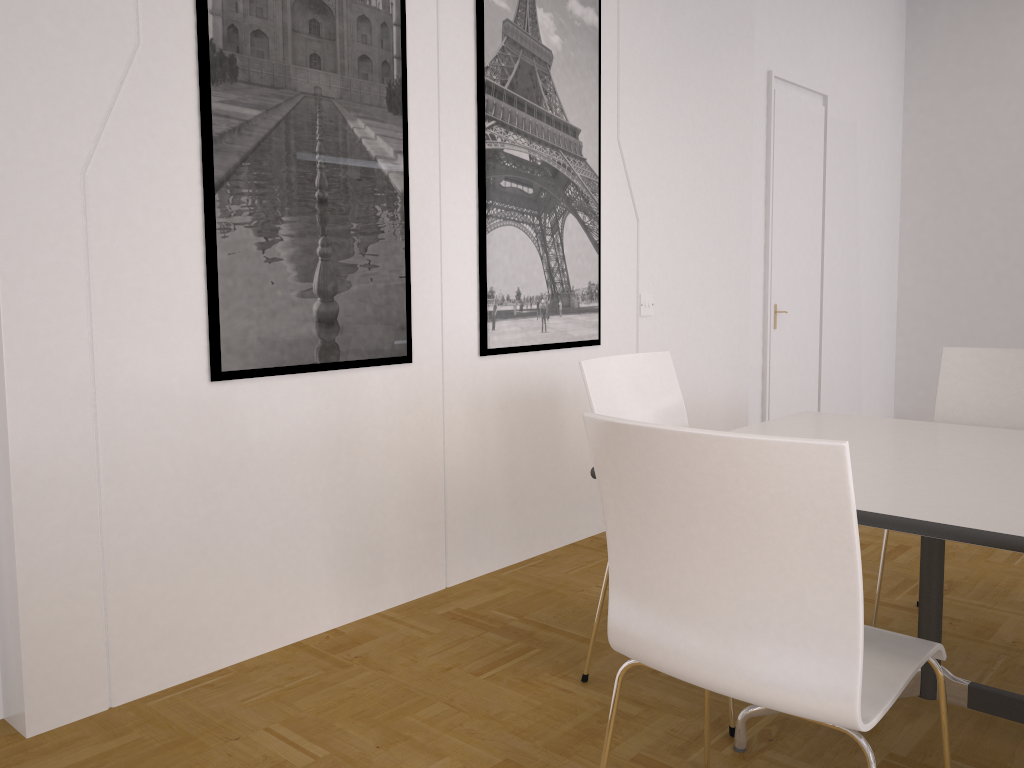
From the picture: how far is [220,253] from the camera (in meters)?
2.59

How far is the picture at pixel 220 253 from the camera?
2.6 meters

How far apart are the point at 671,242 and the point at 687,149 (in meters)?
0.49

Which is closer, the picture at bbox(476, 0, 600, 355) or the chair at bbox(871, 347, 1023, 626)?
the chair at bbox(871, 347, 1023, 626)

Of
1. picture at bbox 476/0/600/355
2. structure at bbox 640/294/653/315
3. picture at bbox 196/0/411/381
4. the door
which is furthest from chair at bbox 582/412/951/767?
the door

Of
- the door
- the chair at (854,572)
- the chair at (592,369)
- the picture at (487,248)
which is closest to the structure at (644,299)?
the picture at (487,248)

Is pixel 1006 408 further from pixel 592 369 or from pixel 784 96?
pixel 784 96

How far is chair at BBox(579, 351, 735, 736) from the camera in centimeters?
260cm

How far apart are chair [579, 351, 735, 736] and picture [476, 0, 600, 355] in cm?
82

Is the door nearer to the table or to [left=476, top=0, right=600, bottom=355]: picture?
[left=476, top=0, right=600, bottom=355]: picture
